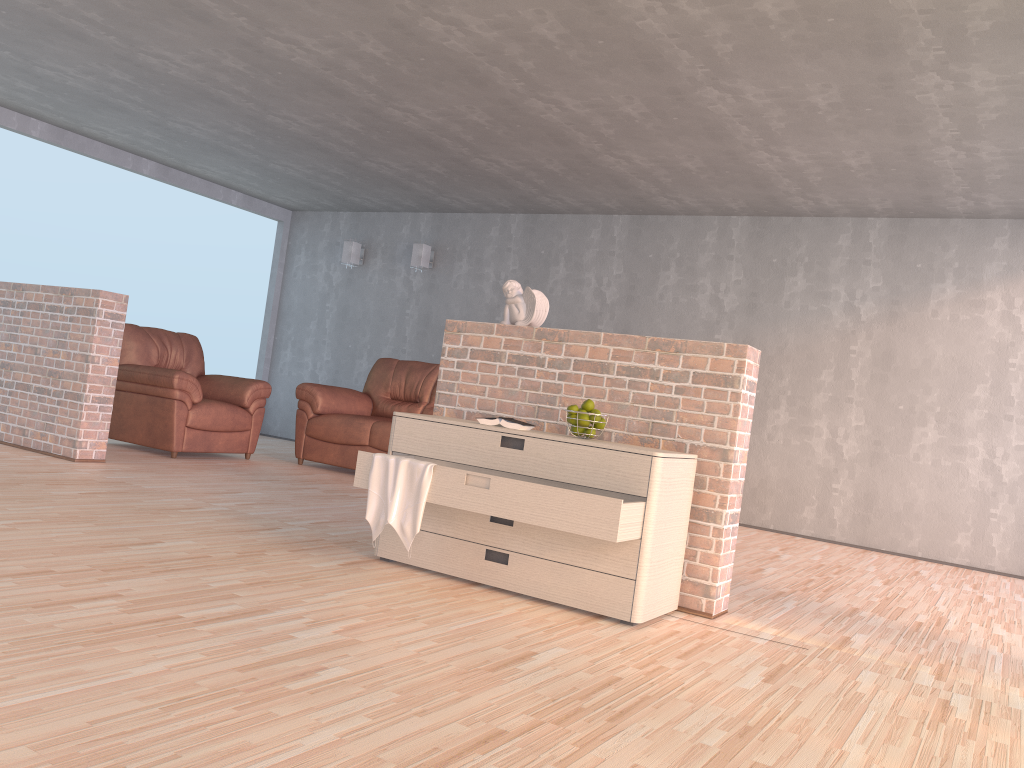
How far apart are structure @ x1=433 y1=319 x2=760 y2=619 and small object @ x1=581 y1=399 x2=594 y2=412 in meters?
0.2 m

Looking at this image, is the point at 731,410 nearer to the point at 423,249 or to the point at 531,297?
the point at 531,297

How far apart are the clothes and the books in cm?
36

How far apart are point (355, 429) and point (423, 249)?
2.5 meters

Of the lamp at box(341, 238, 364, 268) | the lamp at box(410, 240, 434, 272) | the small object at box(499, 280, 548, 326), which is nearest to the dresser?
the small object at box(499, 280, 548, 326)

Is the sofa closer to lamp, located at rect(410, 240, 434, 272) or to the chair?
the chair

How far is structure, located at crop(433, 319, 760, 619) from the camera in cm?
341

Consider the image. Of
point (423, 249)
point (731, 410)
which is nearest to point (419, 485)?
point (731, 410)

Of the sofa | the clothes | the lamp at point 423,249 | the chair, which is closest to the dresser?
the clothes

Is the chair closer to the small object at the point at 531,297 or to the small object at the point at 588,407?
the small object at the point at 531,297
